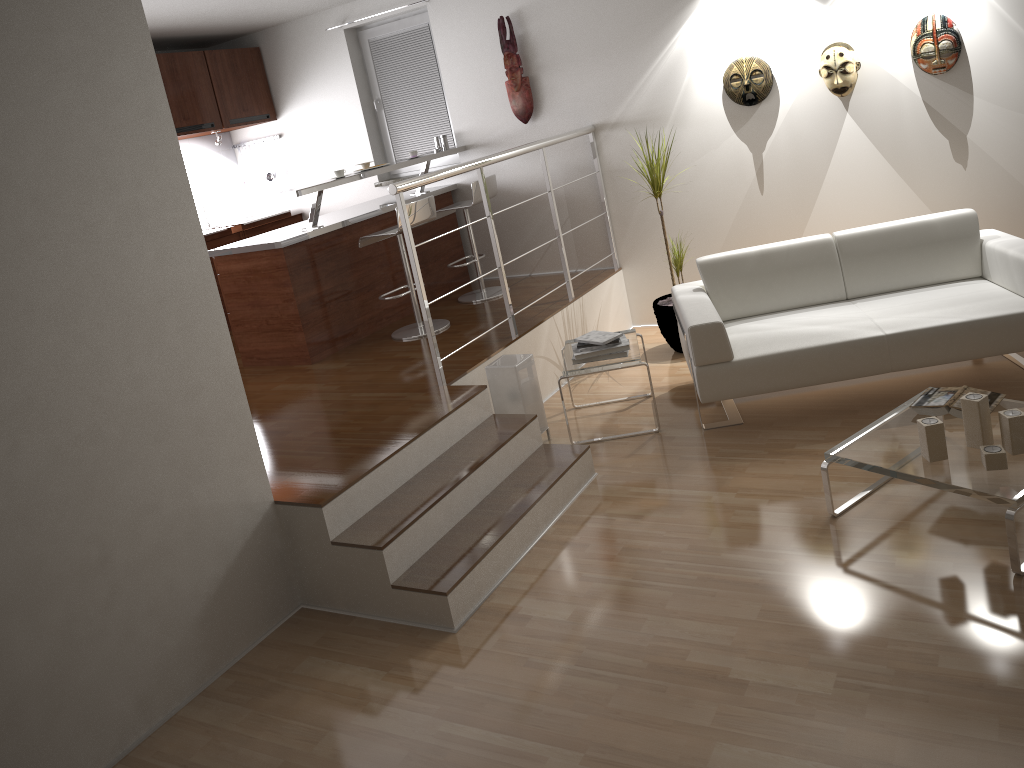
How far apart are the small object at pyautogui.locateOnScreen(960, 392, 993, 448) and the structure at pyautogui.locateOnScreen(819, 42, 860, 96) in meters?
2.6

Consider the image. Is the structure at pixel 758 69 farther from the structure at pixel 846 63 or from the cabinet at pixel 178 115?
the cabinet at pixel 178 115

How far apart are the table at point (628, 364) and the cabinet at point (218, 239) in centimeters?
340cm

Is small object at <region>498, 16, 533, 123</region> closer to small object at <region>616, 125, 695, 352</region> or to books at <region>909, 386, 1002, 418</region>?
small object at <region>616, 125, 695, 352</region>

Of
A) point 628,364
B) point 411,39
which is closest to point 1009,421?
point 628,364

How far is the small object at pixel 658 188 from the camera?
5.3 meters

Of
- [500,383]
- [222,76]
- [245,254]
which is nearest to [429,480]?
[500,383]

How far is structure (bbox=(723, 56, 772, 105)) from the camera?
5.29m

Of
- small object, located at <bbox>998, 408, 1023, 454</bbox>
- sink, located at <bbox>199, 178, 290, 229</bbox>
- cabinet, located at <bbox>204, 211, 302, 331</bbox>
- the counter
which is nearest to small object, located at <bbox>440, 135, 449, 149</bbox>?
the counter

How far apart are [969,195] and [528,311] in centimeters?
266cm
